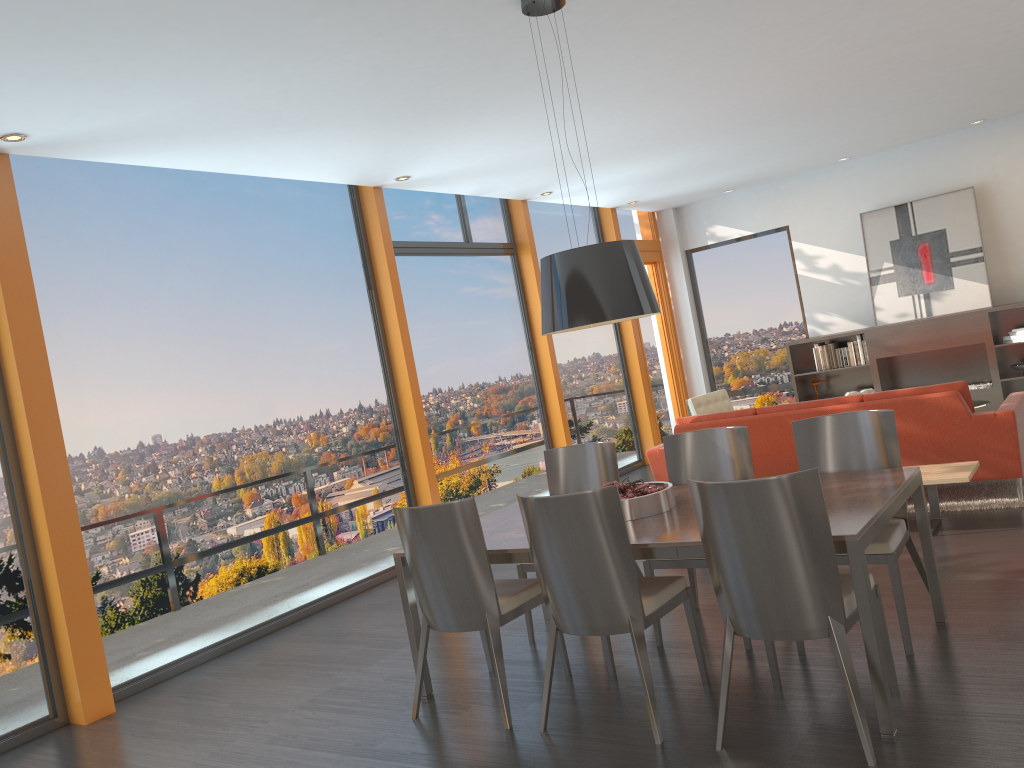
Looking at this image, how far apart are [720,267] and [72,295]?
8.3 meters

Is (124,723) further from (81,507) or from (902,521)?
(902,521)

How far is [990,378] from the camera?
9.32m

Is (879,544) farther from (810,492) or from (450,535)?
(450,535)

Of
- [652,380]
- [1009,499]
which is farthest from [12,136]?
[652,380]

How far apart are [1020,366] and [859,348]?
1.6m

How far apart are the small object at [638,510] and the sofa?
2.4 meters

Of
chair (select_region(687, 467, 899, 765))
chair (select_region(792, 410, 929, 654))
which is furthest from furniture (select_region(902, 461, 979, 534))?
chair (select_region(687, 467, 899, 765))

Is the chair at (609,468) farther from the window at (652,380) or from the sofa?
the window at (652,380)

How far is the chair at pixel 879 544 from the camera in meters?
3.7 m
